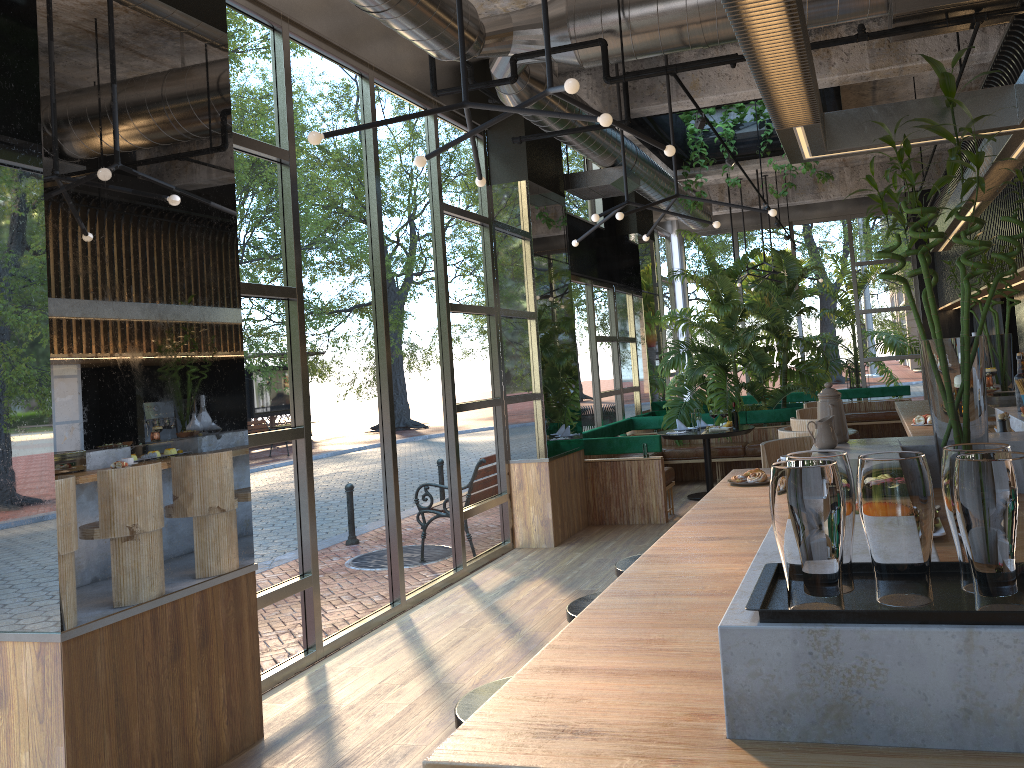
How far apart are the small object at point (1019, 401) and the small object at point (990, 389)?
1.57m

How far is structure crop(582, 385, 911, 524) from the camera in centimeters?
871cm

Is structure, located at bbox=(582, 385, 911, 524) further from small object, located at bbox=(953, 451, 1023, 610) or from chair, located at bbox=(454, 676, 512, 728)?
small object, located at bbox=(953, 451, 1023, 610)

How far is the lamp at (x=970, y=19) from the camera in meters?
4.8

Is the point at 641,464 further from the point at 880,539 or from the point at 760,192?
the point at 880,539

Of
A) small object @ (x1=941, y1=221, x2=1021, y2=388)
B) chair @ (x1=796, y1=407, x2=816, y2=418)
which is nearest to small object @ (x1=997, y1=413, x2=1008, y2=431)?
chair @ (x1=796, y1=407, x2=816, y2=418)

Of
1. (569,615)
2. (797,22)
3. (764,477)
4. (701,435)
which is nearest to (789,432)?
(764,477)

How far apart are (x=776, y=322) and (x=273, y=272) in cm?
769

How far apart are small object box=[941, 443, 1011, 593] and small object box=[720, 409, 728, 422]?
2.4m

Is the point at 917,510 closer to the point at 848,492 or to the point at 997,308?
the point at 848,492
